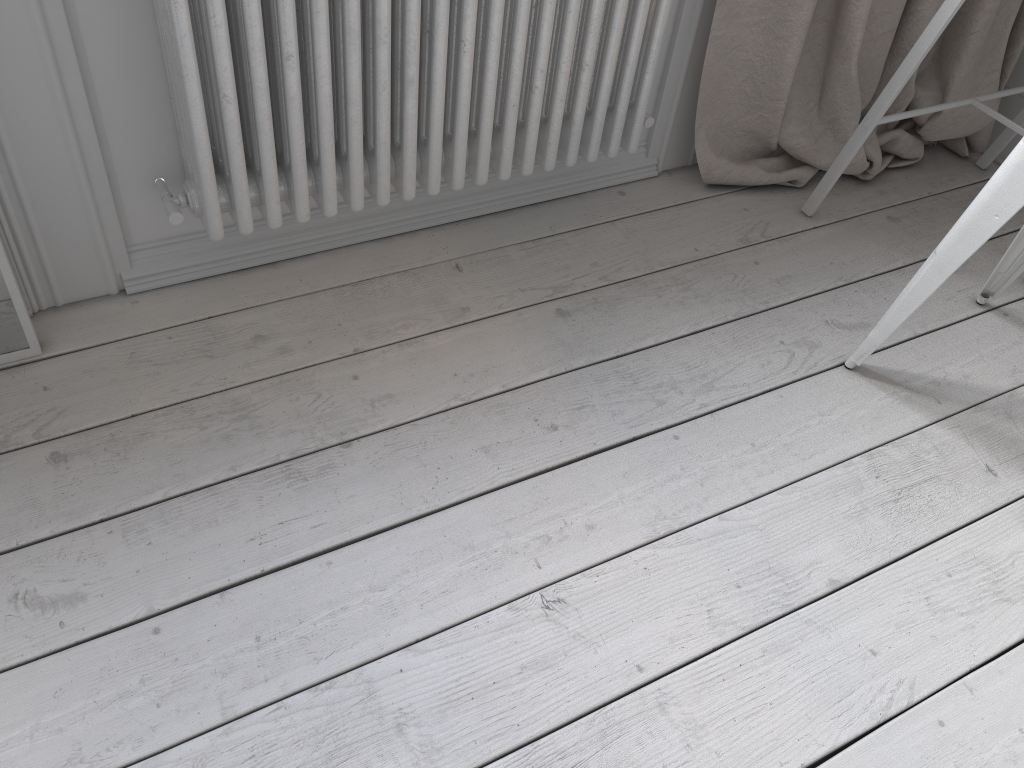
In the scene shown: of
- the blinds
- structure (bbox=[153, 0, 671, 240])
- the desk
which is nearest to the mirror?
structure (bbox=[153, 0, 671, 240])

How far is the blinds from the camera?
1.7m

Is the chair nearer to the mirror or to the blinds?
the blinds

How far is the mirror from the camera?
1.31m

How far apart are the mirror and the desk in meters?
1.5

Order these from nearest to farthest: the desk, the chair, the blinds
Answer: the chair, the desk, the blinds

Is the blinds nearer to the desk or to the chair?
the desk

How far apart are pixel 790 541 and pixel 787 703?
0.3m

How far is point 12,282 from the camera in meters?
1.3 m

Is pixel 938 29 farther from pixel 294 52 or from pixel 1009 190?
pixel 294 52
